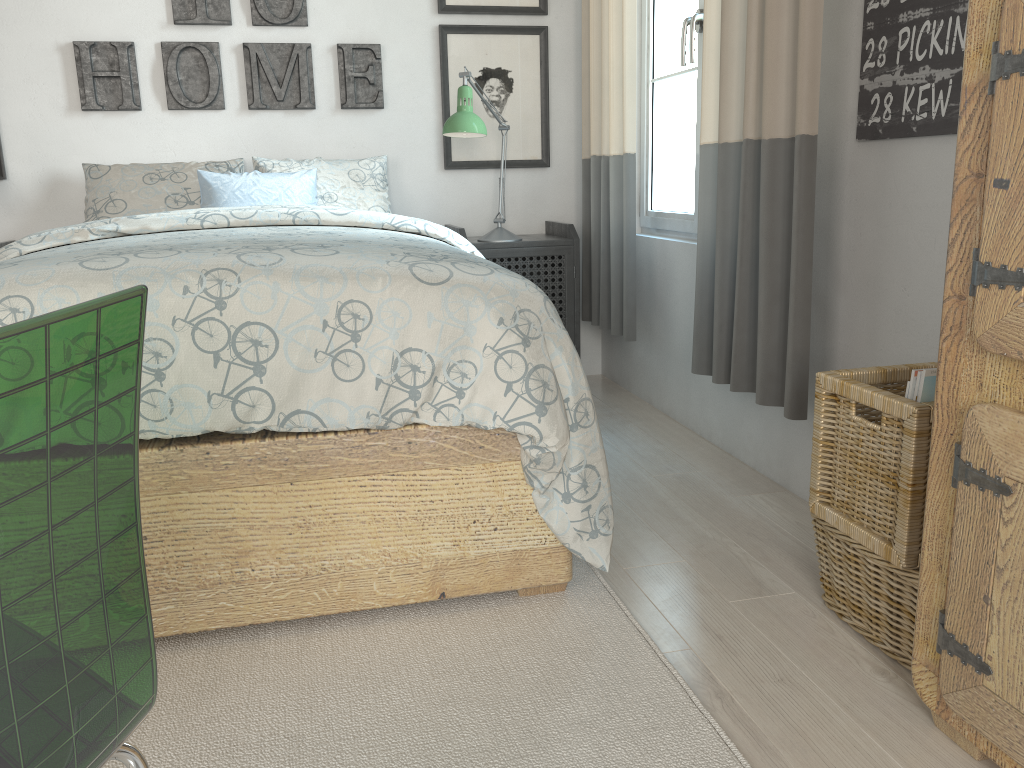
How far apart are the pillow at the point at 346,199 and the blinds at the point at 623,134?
0.7m

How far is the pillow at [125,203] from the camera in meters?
2.9 m

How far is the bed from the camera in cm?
147

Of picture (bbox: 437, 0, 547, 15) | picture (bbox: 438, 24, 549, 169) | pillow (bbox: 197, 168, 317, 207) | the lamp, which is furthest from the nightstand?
picture (bbox: 437, 0, 547, 15)

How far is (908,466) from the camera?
1.37m

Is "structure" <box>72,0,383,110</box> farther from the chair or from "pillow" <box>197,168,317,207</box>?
the chair

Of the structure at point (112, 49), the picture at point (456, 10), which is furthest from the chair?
the picture at point (456, 10)

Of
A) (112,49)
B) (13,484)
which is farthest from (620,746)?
A: (112,49)

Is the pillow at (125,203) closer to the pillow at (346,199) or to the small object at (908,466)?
the pillow at (346,199)

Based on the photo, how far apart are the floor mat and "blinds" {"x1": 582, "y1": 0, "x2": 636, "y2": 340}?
1.2 meters
